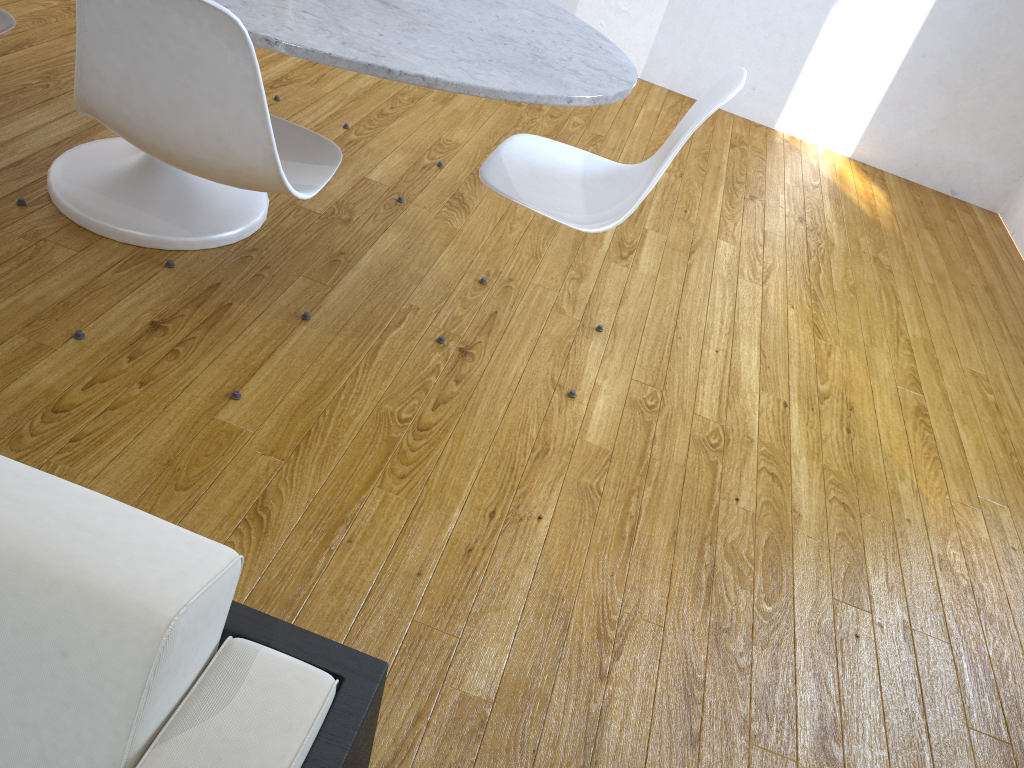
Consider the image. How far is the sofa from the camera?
0.47m

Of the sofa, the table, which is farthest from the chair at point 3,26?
the sofa

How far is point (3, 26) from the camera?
1.7 meters

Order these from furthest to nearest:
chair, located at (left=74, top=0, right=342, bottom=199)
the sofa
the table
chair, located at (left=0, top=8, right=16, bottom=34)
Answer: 1. chair, located at (left=0, top=8, right=16, bottom=34)
2. the table
3. chair, located at (left=74, top=0, right=342, bottom=199)
4. the sofa

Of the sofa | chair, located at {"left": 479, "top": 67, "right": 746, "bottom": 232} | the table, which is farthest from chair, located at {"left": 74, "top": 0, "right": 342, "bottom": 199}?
the sofa

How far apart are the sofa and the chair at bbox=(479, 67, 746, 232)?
1.2 meters

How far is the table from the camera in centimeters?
141cm

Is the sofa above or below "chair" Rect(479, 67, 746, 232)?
above

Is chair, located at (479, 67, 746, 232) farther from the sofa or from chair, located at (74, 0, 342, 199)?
the sofa

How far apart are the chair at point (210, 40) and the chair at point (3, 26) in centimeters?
38cm
